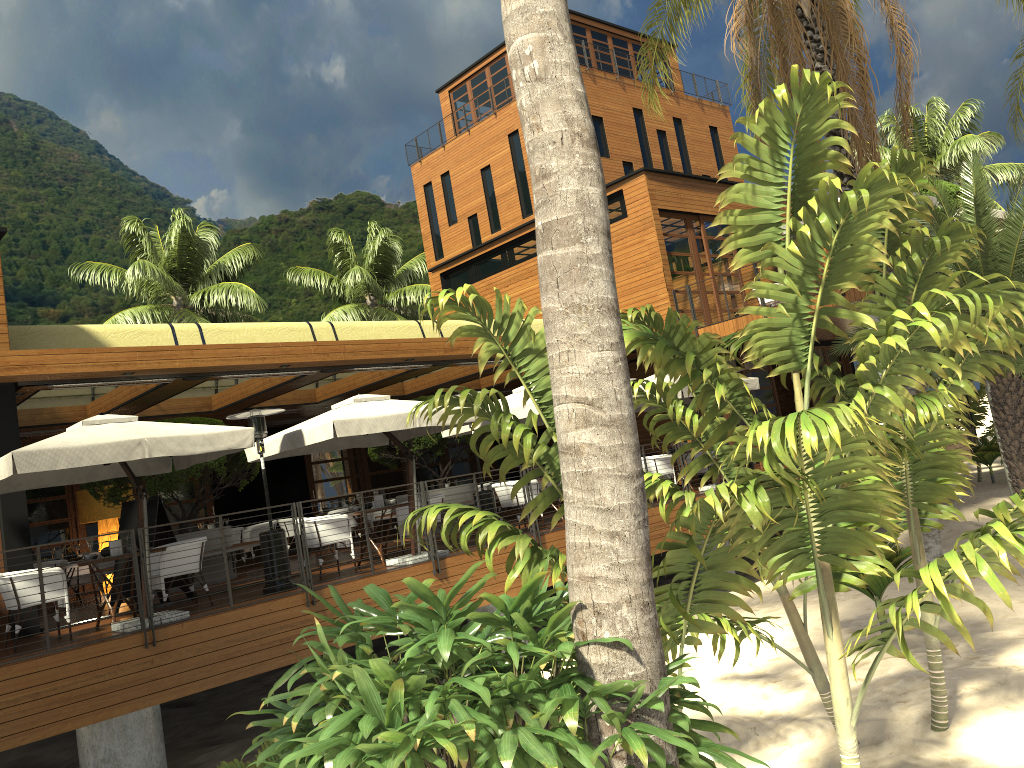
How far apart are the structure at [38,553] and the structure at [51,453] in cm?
75

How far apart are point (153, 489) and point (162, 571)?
3.6 meters

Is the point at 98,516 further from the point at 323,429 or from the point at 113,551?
the point at 323,429

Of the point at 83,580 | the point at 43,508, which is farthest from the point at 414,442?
the point at 43,508

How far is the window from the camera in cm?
1711

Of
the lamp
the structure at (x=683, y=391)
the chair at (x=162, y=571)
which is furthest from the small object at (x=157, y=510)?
the structure at (x=683, y=391)

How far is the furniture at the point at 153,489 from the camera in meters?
13.1 m

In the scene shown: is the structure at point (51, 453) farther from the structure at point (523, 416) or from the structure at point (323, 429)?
the structure at point (523, 416)

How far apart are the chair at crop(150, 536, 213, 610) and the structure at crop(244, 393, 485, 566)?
1.7 meters

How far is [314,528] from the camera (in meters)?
11.23
